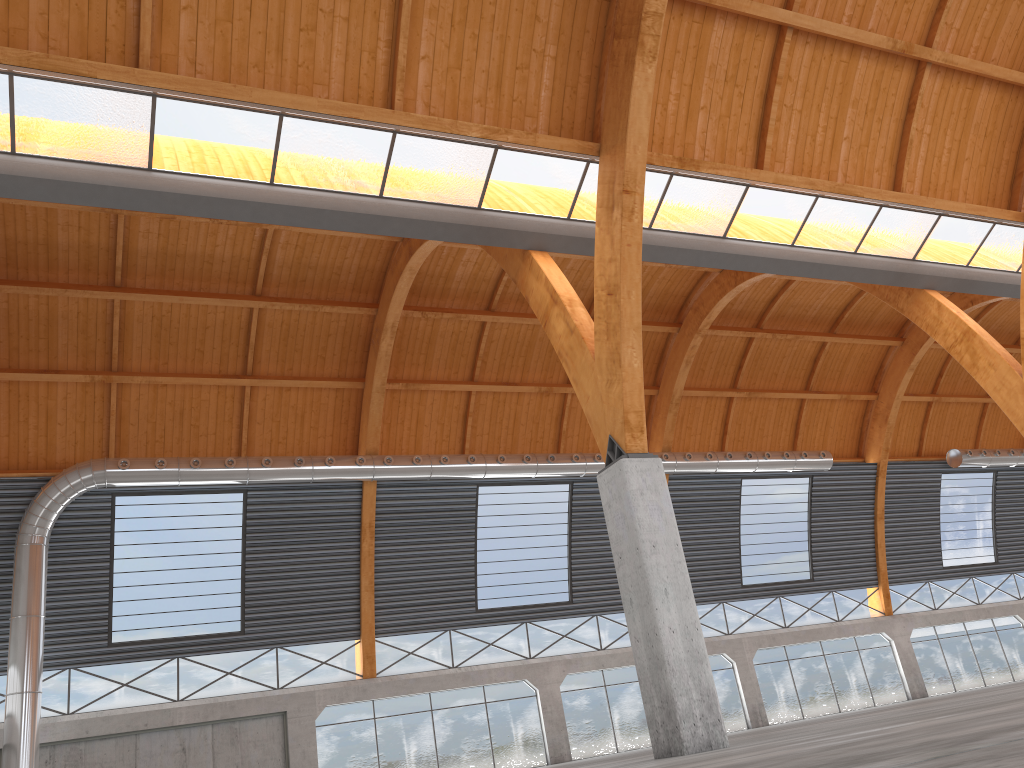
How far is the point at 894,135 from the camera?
28.1m

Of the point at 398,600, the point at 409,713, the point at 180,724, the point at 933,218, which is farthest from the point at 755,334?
the point at 180,724
